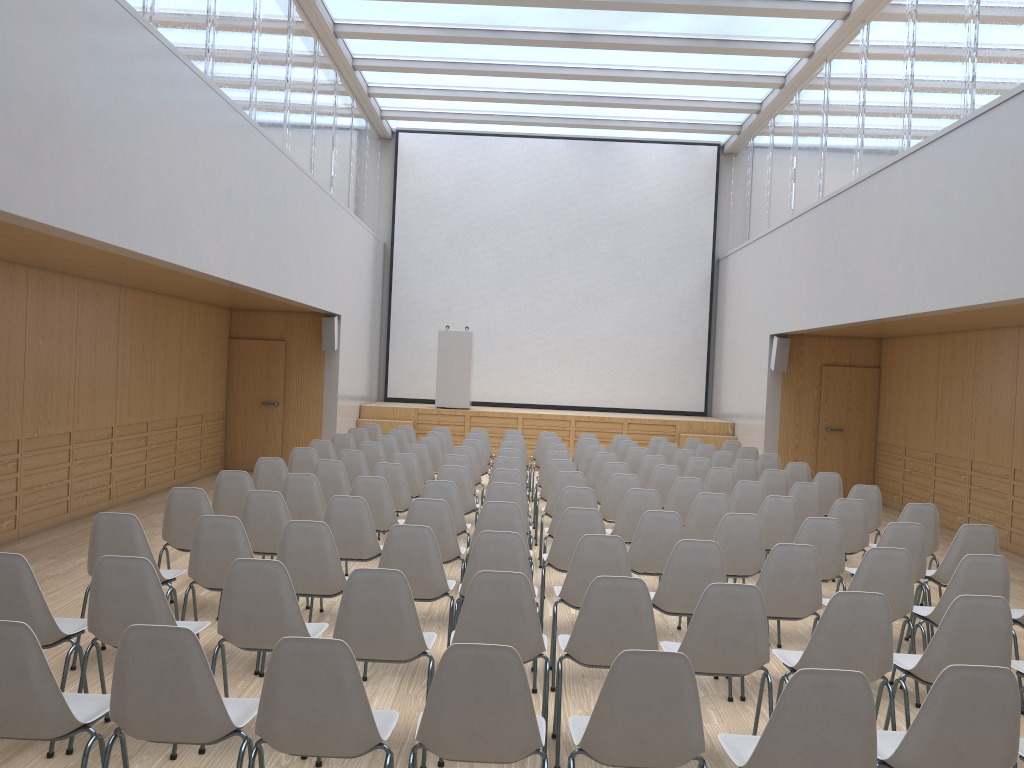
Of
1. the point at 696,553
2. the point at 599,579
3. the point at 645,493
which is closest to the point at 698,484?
the point at 645,493

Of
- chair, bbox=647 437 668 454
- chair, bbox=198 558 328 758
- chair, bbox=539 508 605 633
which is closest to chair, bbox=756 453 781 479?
chair, bbox=647 437 668 454

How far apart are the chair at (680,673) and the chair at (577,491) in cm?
348

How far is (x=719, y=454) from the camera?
10.78m

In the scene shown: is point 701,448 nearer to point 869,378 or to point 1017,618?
point 869,378

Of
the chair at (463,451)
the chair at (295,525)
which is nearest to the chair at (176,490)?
the chair at (295,525)

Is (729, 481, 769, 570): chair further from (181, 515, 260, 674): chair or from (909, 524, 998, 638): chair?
(181, 515, 260, 674): chair

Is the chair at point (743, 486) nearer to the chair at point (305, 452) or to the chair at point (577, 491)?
the chair at point (577, 491)

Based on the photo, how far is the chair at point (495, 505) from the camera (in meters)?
5.81

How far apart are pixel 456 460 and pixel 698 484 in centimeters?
242cm
